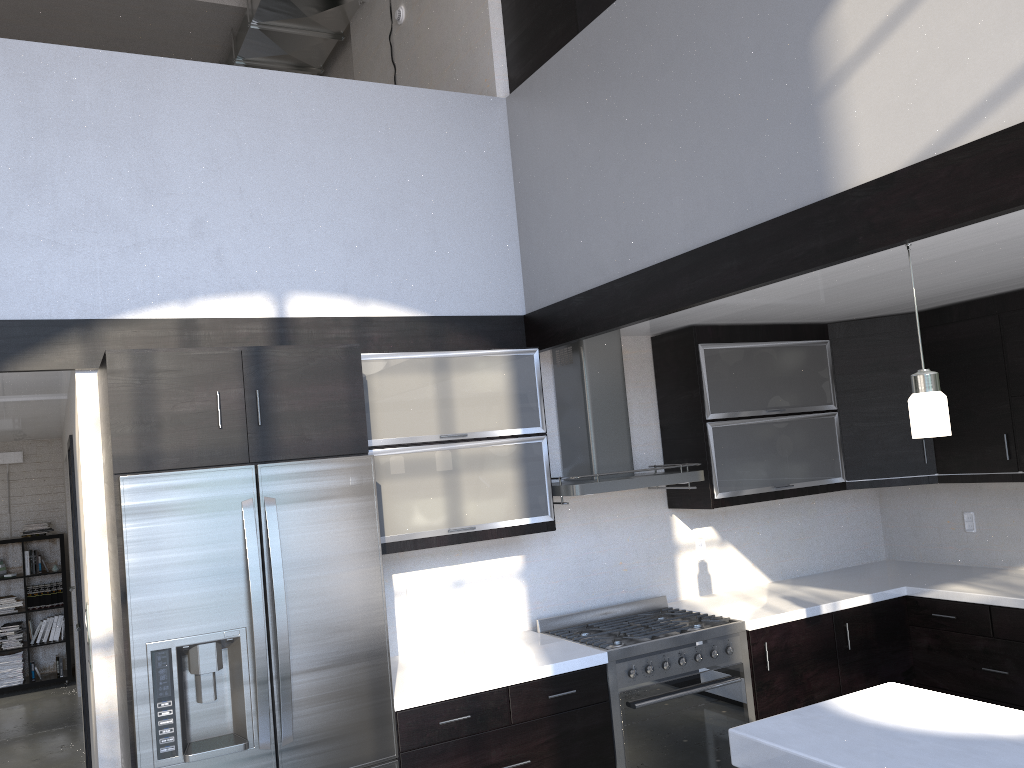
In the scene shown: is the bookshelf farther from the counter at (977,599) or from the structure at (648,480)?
the counter at (977,599)

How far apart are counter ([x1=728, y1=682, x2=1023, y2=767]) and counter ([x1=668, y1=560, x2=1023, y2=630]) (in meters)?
1.42

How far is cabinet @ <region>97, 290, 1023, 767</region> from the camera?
3.1m

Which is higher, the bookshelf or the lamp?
the lamp

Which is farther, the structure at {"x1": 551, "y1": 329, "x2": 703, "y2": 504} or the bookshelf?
the bookshelf

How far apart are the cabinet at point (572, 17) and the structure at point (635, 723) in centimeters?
262cm

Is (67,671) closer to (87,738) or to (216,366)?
(87,738)

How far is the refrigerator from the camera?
2.84m

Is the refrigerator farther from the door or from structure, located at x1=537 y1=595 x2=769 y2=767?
the door

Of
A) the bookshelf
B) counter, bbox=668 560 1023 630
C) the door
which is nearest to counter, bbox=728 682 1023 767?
counter, bbox=668 560 1023 630
